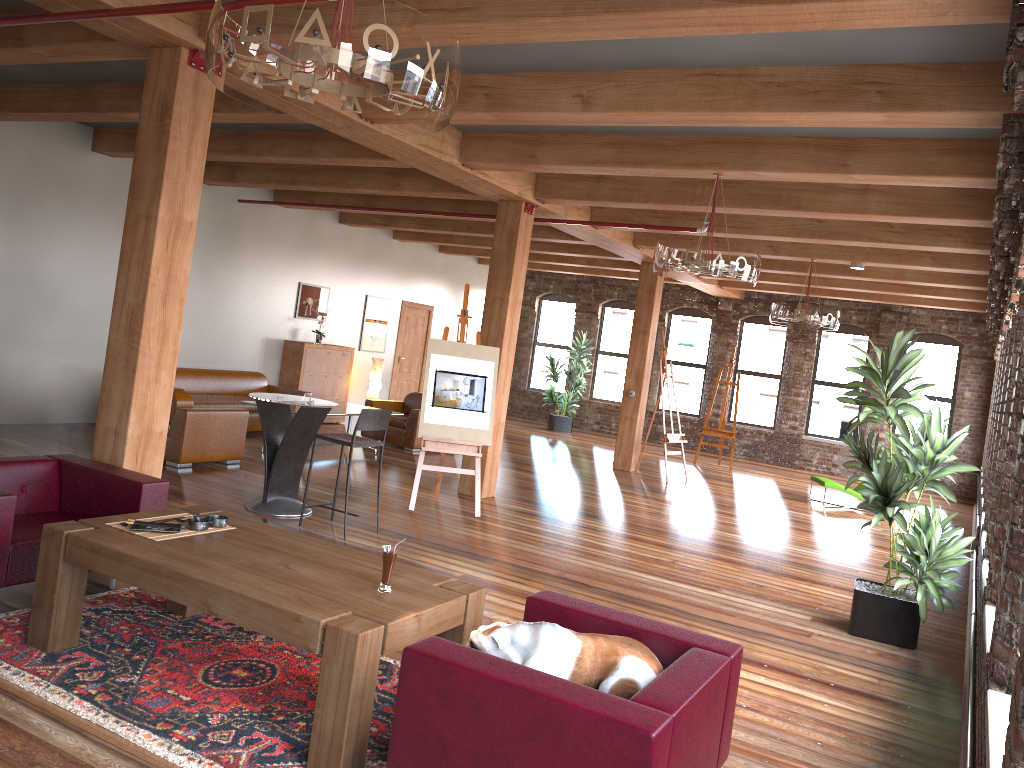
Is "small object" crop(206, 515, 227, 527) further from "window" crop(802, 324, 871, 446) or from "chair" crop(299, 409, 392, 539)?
"window" crop(802, 324, 871, 446)

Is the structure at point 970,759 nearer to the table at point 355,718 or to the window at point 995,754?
the window at point 995,754

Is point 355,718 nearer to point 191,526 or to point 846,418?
point 191,526

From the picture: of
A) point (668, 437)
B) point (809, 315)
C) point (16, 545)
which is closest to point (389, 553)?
point (16, 545)

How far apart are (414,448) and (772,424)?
8.11m

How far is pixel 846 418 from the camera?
16.4 meters

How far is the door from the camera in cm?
1588

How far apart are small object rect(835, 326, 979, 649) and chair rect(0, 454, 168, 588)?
4.3m

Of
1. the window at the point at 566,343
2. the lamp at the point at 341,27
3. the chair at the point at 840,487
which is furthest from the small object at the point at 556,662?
the window at the point at 566,343

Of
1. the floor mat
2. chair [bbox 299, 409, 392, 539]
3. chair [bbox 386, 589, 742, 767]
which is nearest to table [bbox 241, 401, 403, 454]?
chair [bbox 299, 409, 392, 539]
